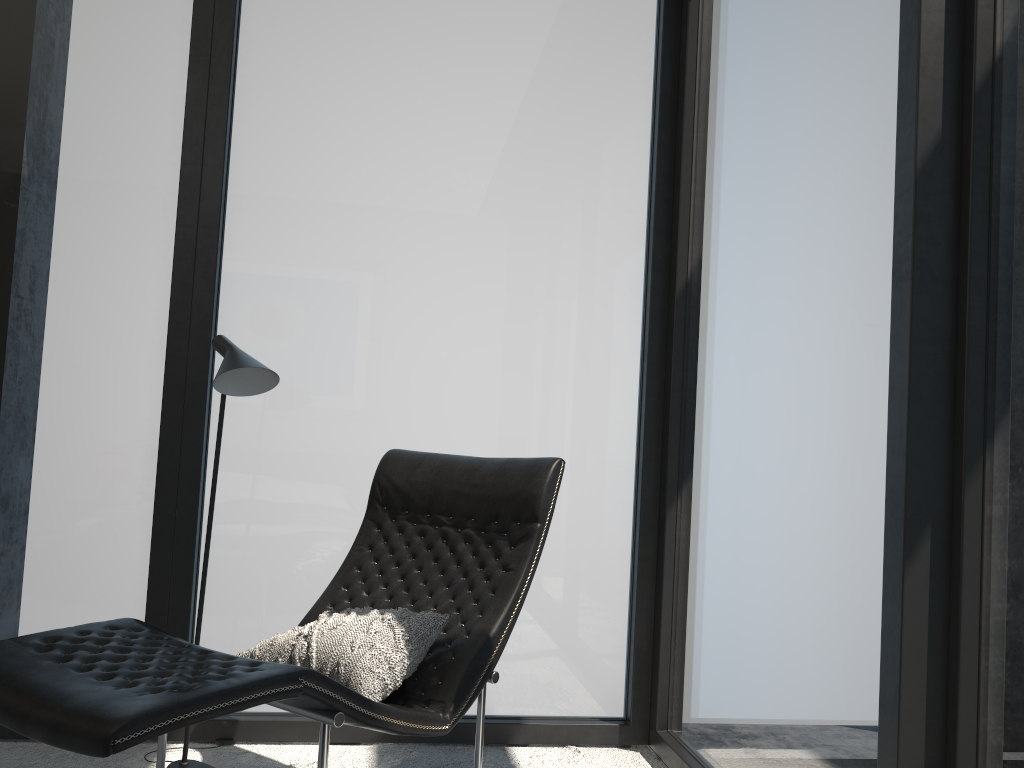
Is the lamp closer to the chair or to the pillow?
the chair

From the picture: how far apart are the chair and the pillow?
0.03m

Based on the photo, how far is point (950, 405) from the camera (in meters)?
1.70

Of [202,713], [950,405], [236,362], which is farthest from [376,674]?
[950,405]

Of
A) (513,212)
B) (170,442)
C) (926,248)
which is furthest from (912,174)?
(170,442)

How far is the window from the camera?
1.7m

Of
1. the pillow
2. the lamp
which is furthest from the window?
the pillow

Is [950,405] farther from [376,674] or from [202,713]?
[202,713]

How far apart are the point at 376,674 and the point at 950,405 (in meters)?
1.31

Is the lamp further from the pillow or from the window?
the pillow
